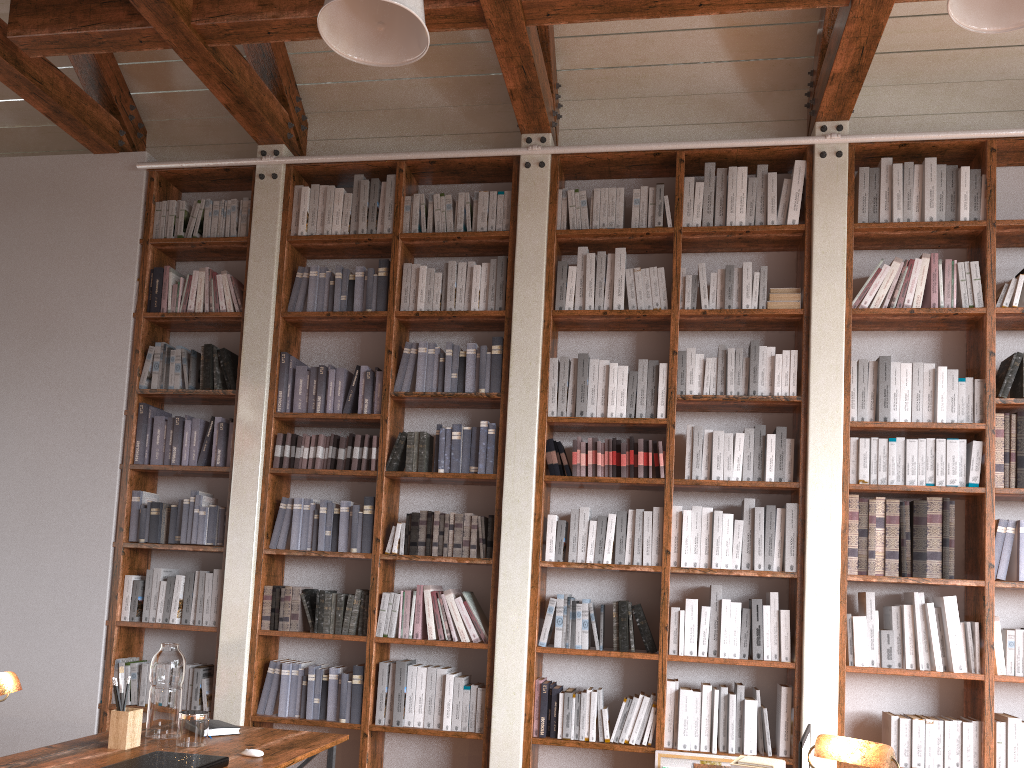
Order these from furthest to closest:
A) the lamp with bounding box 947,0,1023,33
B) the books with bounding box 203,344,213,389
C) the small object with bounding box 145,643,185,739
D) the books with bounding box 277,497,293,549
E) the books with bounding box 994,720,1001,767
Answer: the books with bounding box 203,344,213,389
the books with bounding box 277,497,293,549
the books with bounding box 994,720,1001,767
the small object with bounding box 145,643,185,739
the lamp with bounding box 947,0,1023,33

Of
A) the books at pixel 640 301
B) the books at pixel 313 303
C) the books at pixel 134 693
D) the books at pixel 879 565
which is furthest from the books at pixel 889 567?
the books at pixel 134 693

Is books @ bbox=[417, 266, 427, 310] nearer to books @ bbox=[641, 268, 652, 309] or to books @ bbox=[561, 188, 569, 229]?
books @ bbox=[561, 188, 569, 229]

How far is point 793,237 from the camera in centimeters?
462cm

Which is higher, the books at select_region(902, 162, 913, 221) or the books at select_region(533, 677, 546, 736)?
the books at select_region(902, 162, 913, 221)

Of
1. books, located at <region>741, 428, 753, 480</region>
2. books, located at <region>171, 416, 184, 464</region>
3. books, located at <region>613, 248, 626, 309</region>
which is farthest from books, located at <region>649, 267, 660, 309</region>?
books, located at <region>171, 416, 184, 464</region>

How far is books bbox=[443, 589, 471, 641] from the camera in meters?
4.4

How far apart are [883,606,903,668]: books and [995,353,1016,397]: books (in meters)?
1.13

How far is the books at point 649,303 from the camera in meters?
4.6

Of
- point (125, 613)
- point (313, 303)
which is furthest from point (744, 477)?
point (125, 613)
